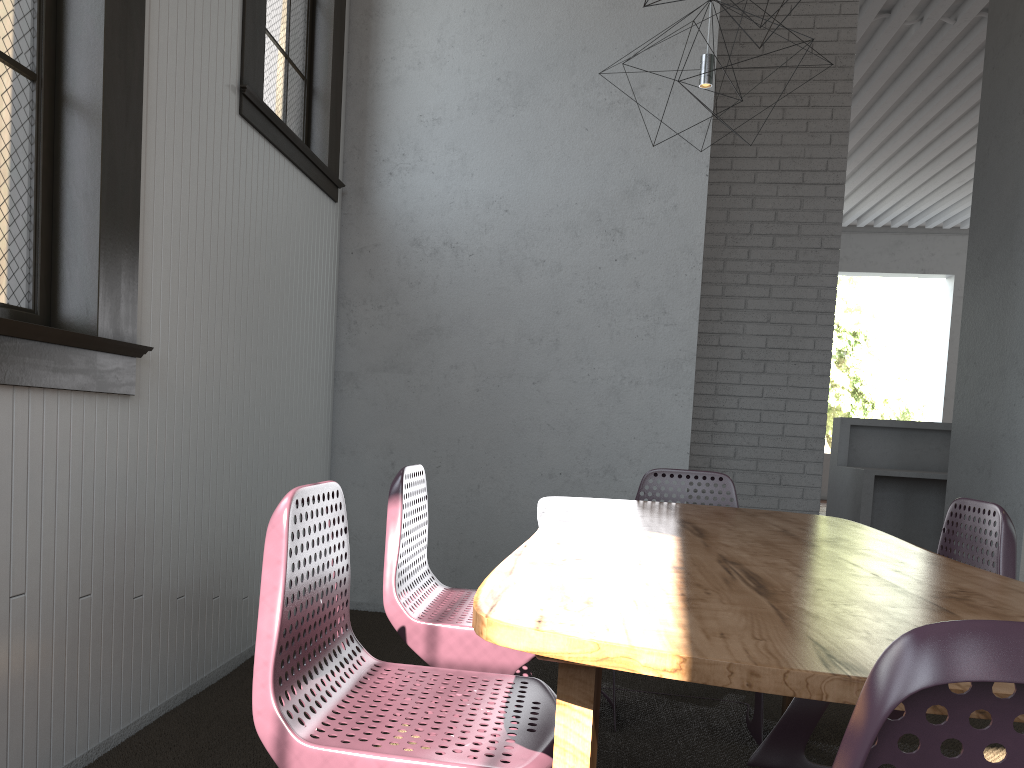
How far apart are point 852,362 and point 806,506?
25.36m
